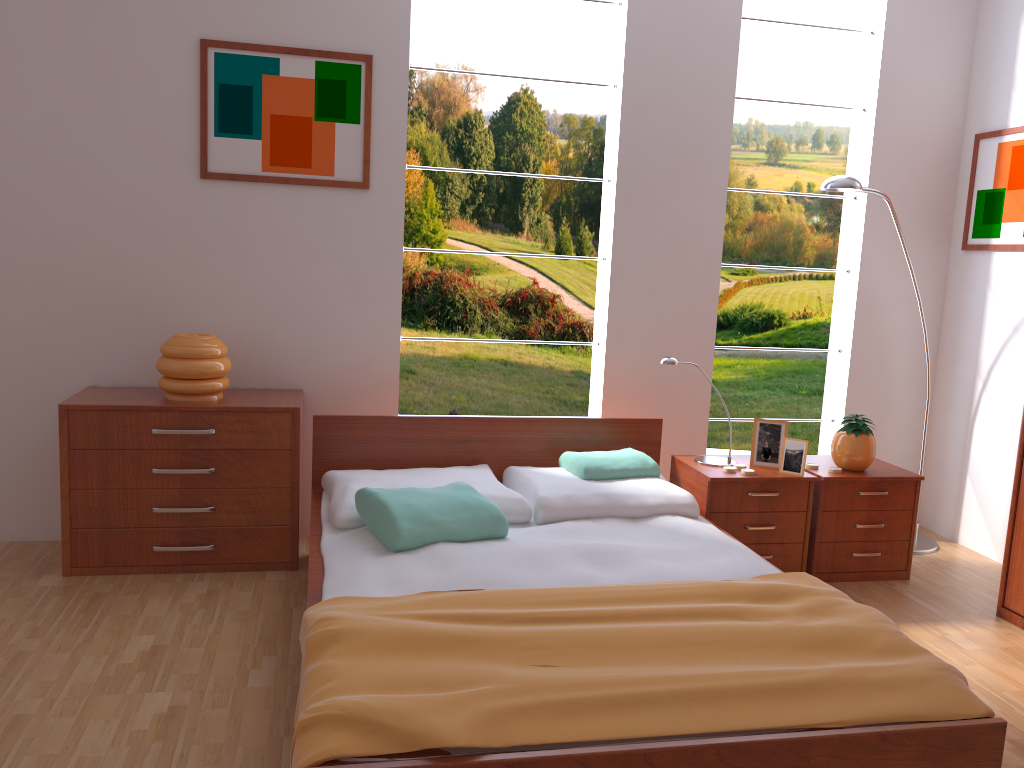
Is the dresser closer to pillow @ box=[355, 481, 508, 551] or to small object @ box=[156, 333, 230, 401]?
pillow @ box=[355, 481, 508, 551]

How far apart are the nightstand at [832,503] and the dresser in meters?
0.4 m

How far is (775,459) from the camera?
3.5m

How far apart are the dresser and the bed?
1.1m

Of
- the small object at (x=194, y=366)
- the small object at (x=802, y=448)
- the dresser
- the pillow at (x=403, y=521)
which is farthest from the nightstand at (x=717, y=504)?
the small object at (x=194, y=366)

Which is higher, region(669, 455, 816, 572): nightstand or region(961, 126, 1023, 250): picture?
region(961, 126, 1023, 250): picture

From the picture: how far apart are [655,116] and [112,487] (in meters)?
2.60

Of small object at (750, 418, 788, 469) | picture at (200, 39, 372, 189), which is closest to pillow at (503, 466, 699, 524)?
small object at (750, 418, 788, 469)

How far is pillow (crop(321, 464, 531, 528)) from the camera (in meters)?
2.88

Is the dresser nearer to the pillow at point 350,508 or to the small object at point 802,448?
the small object at point 802,448
